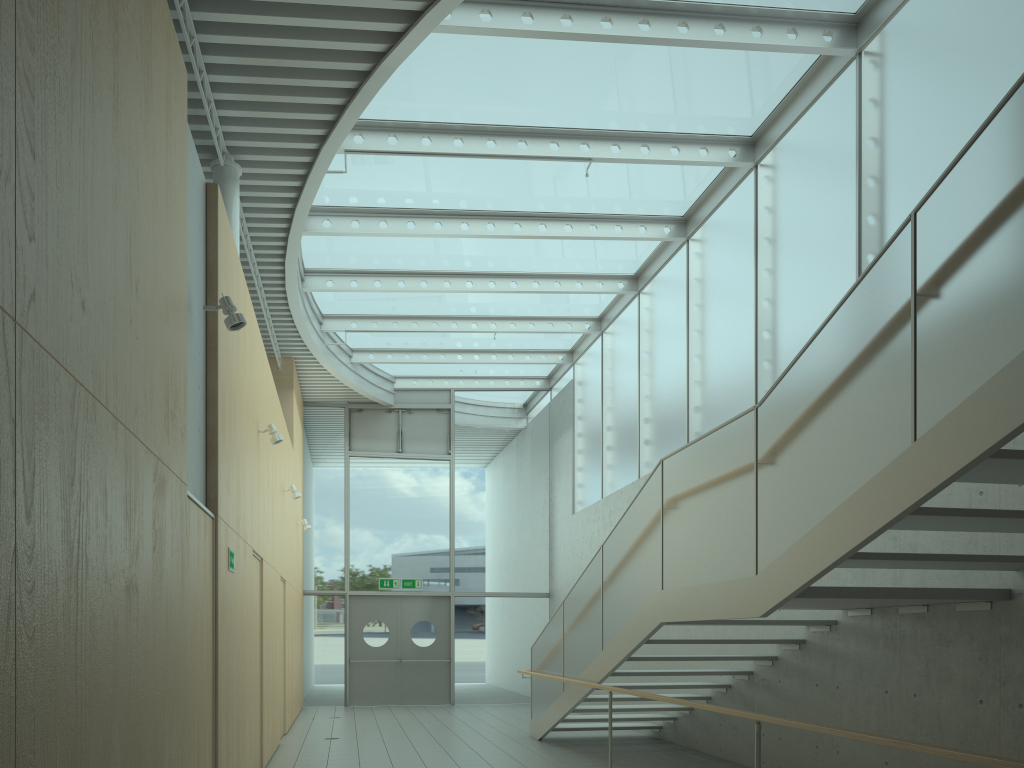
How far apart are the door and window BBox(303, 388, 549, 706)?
0.14m

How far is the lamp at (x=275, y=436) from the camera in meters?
7.8

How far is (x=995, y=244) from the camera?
3.38m

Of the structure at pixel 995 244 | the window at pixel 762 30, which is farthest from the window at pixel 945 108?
the structure at pixel 995 244

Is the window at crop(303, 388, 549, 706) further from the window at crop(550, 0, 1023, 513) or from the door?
the window at crop(550, 0, 1023, 513)

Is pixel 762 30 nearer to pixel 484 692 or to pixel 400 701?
pixel 484 692

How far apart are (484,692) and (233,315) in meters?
12.1 m

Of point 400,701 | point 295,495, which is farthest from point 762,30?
point 400,701

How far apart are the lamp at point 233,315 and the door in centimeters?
1131cm

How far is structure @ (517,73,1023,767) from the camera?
3.4m
